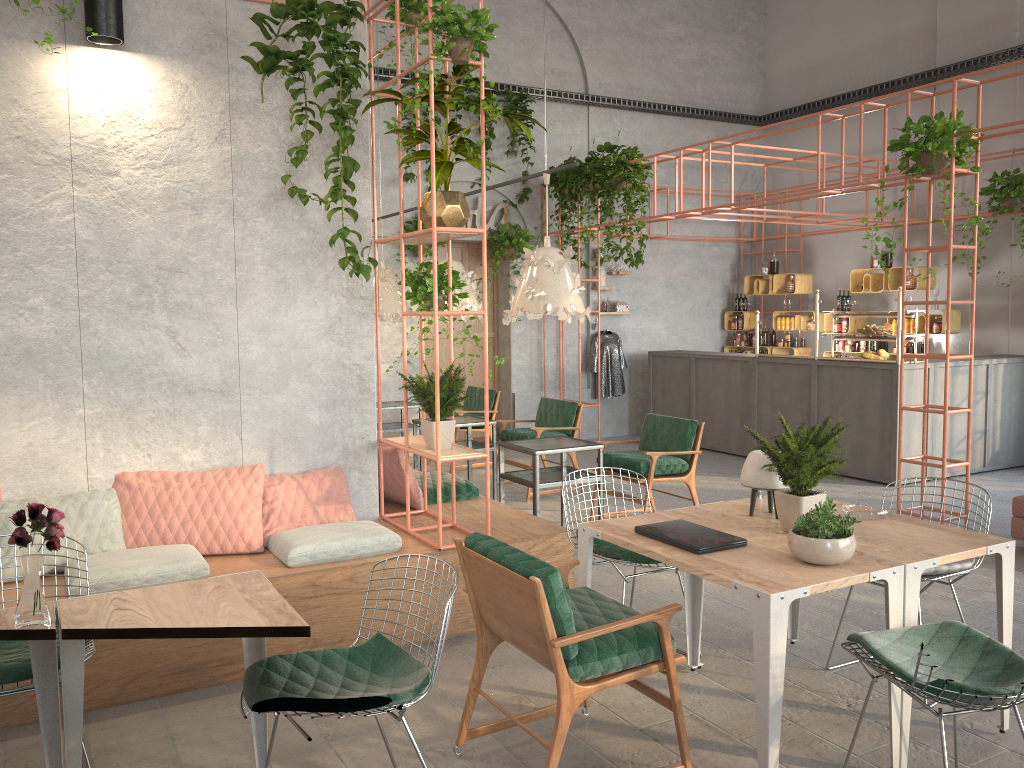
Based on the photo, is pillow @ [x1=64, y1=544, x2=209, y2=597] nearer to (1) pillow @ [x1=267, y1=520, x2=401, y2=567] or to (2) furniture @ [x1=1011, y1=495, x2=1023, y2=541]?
(1) pillow @ [x1=267, y1=520, x2=401, y2=567]

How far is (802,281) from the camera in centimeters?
1229cm

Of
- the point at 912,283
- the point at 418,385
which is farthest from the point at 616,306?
the point at 418,385

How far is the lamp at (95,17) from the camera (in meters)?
4.48

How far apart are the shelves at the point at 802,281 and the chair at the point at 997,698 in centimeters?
953cm

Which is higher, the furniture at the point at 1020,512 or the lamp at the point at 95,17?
the lamp at the point at 95,17

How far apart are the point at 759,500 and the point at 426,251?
7.39m

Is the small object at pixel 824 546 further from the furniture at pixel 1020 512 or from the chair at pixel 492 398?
the chair at pixel 492 398

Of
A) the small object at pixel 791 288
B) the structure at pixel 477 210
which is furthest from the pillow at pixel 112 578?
the small object at pixel 791 288

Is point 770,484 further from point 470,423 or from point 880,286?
point 880,286
